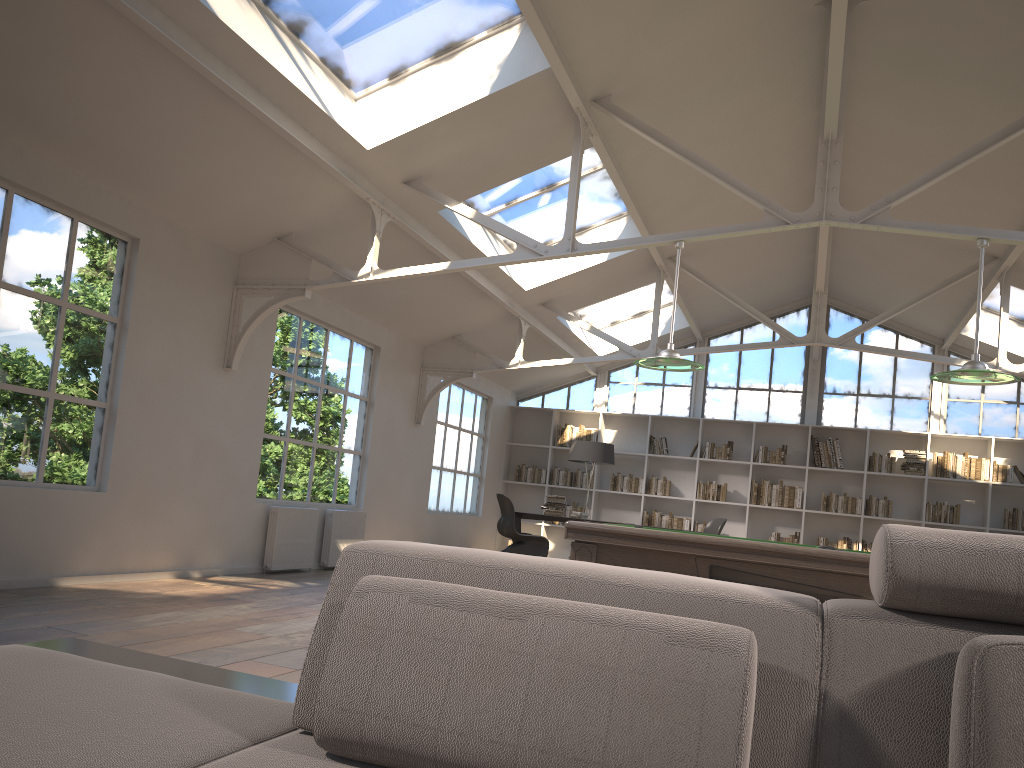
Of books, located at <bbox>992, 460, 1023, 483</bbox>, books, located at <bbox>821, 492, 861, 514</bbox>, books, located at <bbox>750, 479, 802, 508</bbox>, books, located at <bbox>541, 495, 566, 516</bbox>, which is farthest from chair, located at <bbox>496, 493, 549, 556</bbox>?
books, located at <bbox>992, 460, 1023, 483</bbox>

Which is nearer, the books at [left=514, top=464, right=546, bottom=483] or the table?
the table

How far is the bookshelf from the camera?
11.8m

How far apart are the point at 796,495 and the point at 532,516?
3.91m

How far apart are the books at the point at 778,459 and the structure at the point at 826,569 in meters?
7.9

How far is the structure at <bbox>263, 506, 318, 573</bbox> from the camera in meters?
7.5

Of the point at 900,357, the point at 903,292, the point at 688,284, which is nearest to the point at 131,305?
the point at 688,284

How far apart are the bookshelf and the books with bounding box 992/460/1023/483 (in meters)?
0.11

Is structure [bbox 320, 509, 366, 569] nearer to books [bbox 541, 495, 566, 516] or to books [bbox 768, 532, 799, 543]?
books [bbox 541, 495, 566, 516]

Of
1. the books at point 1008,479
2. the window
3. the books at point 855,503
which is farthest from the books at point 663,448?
the books at point 1008,479
